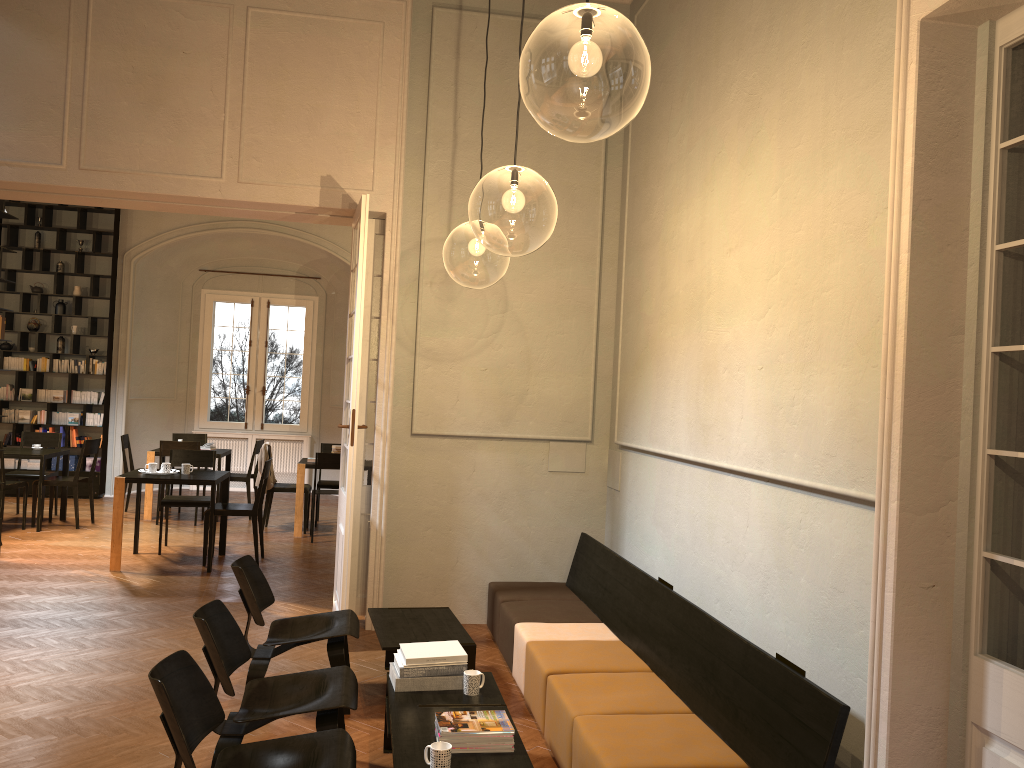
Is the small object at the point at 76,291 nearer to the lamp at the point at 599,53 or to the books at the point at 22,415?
the books at the point at 22,415

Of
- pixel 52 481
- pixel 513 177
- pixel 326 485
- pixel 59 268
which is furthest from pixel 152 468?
pixel 59 268

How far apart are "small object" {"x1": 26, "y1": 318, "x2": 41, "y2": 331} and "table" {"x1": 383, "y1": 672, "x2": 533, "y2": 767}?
11.12m

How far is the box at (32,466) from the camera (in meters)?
13.14

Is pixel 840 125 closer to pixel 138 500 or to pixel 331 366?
pixel 138 500

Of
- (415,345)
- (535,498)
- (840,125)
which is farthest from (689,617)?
(415,345)

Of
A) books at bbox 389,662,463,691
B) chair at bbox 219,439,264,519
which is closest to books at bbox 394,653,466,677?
books at bbox 389,662,463,691

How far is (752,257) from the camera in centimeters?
465cm

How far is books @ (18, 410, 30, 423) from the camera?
13.1 meters

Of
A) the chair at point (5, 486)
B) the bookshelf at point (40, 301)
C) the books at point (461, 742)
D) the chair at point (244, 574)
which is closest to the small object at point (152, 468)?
the chair at point (5, 486)
